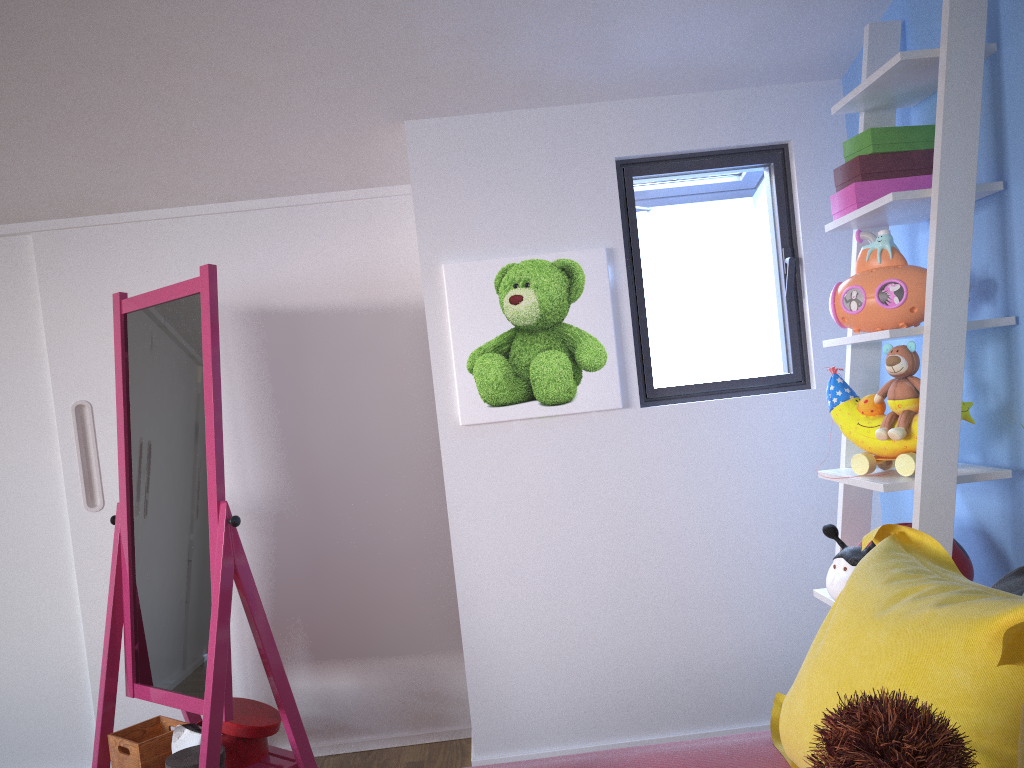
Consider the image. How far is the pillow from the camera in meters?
0.9

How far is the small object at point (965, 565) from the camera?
1.8m

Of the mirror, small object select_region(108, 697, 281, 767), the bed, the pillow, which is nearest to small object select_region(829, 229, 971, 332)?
the pillow

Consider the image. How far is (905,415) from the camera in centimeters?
184cm

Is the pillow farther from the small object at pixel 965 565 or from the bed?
the small object at pixel 965 565

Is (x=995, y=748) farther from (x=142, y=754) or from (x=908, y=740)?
(x=142, y=754)

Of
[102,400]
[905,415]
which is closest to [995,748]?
[905,415]

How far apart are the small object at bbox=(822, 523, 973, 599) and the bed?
0.4m

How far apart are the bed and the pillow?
0.0m

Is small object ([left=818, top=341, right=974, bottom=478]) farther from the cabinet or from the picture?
the cabinet
